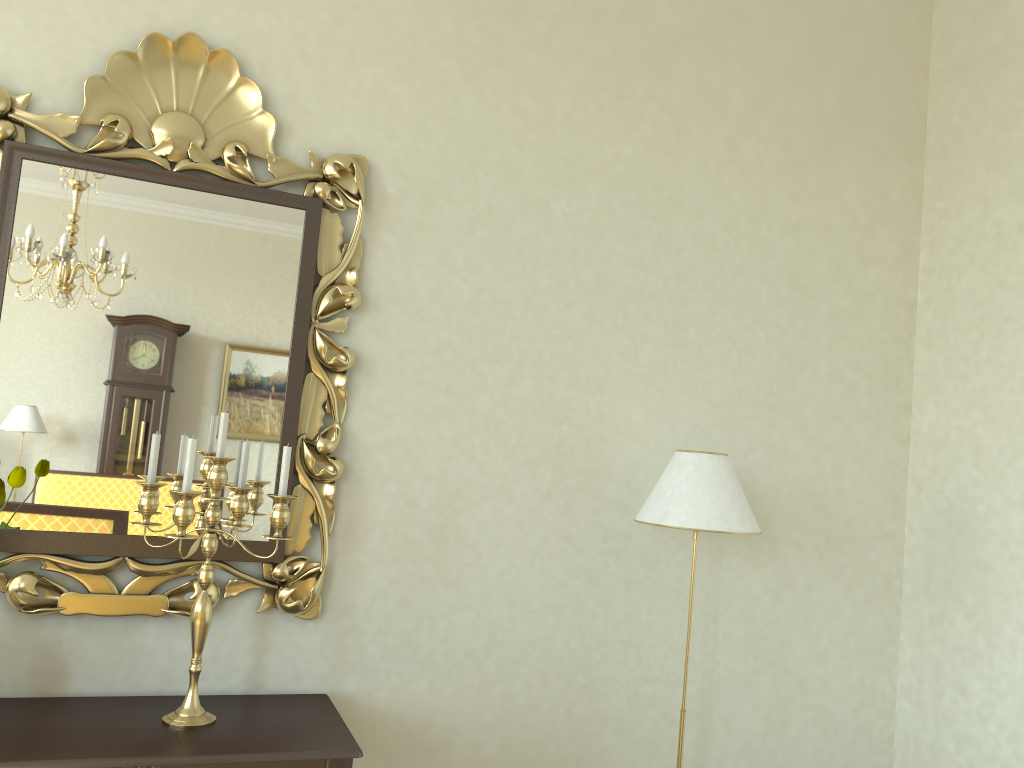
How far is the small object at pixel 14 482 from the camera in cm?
204

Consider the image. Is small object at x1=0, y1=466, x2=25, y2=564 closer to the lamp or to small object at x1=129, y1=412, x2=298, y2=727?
small object at x1=129, y1=412, x2=298, y2=727

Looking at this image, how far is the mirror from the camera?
2.30m

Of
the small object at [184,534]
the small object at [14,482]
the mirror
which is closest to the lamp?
the mirror

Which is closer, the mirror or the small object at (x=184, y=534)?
the small object at (x=184, y=534)

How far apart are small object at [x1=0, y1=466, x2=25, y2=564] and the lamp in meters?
1.6 m

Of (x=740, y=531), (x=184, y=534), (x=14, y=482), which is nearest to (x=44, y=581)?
(x=14, y=482)

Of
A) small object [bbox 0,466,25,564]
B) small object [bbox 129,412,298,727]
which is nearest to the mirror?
small object [bbox 129,412,298,727]

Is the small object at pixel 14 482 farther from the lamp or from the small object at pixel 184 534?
the lamp

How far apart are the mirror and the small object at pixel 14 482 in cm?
27
